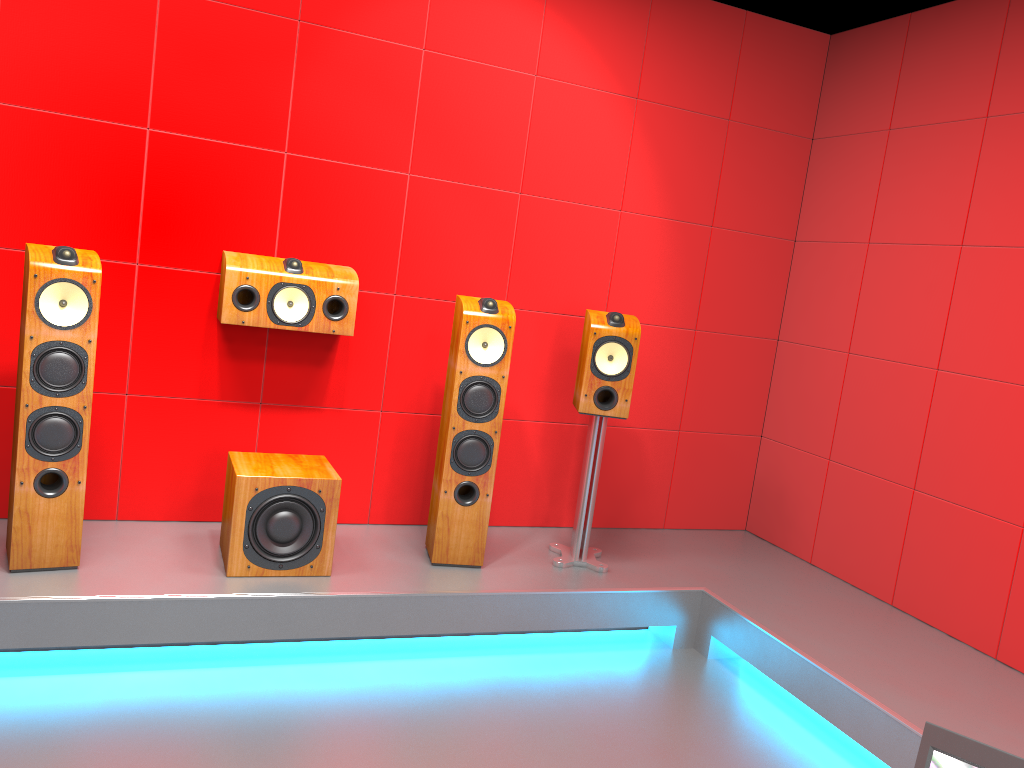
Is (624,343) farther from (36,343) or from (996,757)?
(996,757)

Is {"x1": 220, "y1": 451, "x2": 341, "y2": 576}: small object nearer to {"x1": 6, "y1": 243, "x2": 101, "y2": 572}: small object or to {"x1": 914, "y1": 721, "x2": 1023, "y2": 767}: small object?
{"x1": 6, "y1": 243, "x2": 101, "y2": 572}: small object

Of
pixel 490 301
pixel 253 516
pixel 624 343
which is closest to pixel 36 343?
pixel 253 516

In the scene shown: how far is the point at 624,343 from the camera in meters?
3.5

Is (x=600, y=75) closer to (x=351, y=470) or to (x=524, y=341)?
(x=524, y=341)

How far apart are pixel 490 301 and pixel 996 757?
2.6m

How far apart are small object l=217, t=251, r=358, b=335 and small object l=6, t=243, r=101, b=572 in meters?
0.4

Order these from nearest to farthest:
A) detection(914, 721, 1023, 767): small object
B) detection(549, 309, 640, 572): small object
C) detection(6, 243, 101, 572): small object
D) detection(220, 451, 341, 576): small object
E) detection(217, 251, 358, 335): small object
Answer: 1. detection(914, 721, 1023, 767): small object
2. detection(6, 243, 101, 572): small object
3. detection(220, 451, 341, 576): small object
4. detection(217, 251, 358, 335): small object
5. detection(549, 309, 640, 572): small object

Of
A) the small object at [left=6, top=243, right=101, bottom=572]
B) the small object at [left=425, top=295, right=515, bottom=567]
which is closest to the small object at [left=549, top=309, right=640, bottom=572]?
the small object at [left=425, top=295, right=515, bottom=567]

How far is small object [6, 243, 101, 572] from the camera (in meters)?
2.75
